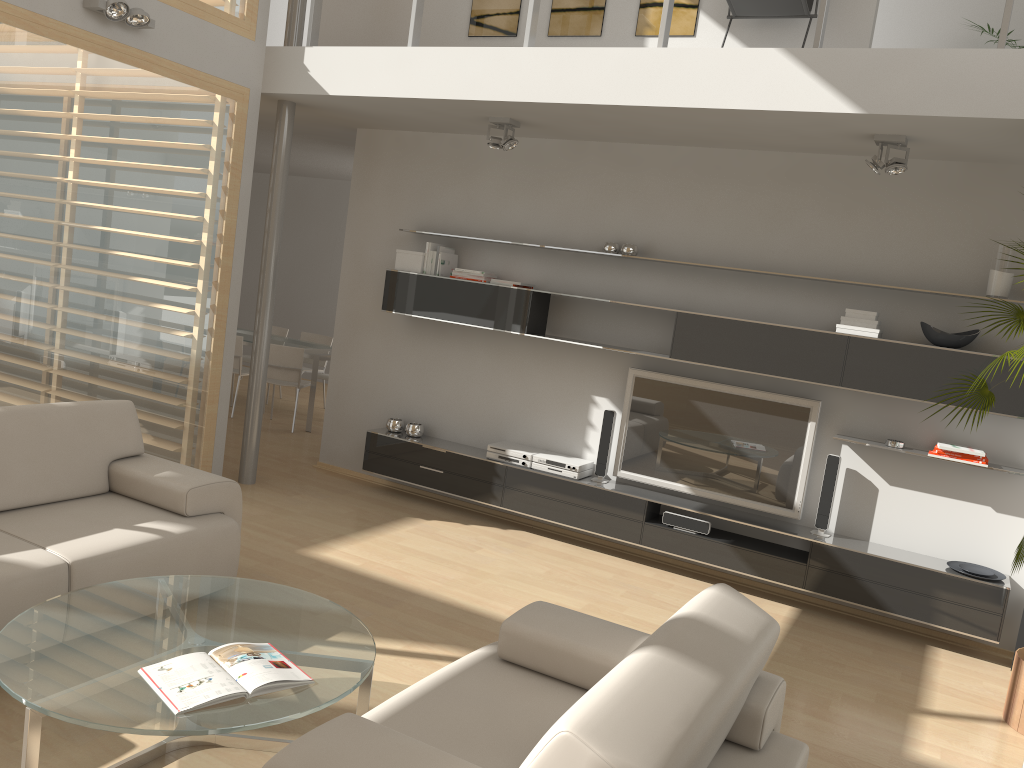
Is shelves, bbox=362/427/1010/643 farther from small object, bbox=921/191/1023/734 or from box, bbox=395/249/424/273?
box, bbox=395/249/424/273

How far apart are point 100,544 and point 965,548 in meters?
4.5 m

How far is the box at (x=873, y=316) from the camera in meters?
5.0 m

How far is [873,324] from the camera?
5.0 meters

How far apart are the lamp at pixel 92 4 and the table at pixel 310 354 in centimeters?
391cm

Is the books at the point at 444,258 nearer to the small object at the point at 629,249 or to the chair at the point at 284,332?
the small object at the point at 629,249

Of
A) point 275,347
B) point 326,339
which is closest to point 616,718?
point 275,347

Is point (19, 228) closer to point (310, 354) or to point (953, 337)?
point (310, 354)

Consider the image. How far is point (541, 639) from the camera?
2.9 meters

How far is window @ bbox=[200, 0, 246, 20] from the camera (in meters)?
5.49
